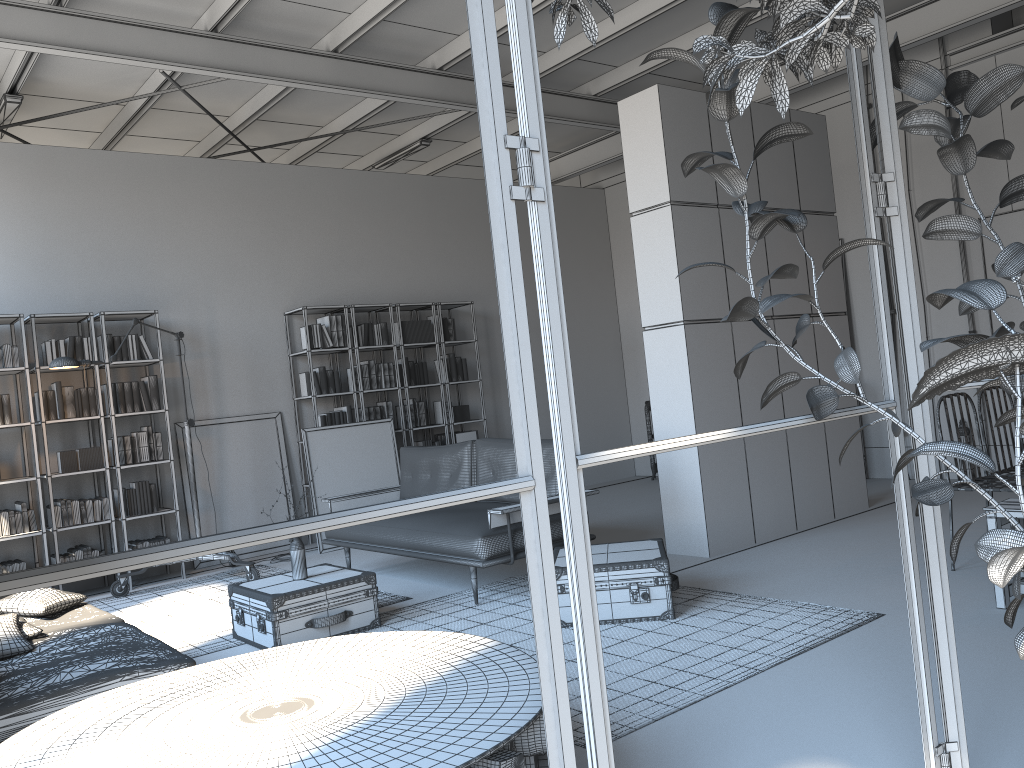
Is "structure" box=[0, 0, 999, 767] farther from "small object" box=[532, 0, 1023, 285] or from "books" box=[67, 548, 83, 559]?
"books" box=[67, 548, 83, 559]

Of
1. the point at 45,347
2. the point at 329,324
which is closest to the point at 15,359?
the point at 45,347

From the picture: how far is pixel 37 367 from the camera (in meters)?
6.89

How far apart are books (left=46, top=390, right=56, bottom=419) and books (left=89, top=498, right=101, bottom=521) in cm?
76

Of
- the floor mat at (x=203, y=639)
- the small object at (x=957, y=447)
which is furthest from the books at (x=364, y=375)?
the small object at (x=957, y=447)

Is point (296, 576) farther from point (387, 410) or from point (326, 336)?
point (387, 410)

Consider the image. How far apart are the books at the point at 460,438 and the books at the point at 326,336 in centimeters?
171cm

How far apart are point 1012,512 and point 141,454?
6.3m

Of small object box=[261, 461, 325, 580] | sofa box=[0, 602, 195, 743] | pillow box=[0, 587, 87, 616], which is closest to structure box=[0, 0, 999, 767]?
sofa box=[0, 602, 195, 743]

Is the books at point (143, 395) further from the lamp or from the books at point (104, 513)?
the books at point (104, 513)
